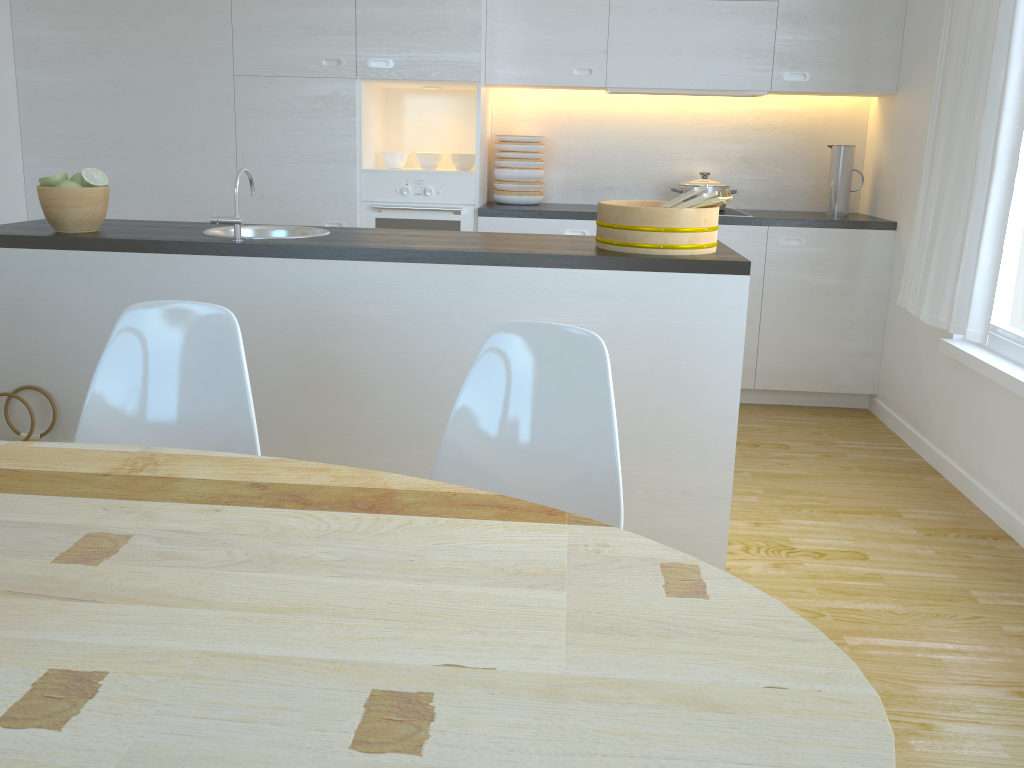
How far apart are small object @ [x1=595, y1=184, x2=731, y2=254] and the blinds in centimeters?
111cm

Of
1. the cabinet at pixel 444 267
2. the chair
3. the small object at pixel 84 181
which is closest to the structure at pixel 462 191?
the small object at pixel 84 181

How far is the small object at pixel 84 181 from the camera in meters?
2.7

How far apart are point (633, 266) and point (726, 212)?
2.1 meters

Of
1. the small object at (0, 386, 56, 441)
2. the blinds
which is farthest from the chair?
the blinds

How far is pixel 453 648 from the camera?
0.96m

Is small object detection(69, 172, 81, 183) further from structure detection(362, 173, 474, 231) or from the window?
the window

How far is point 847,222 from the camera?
4.2m

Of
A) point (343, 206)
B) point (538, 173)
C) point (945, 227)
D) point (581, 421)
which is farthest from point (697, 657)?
point (538, 173)

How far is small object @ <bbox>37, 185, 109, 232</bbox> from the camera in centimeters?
266cm
